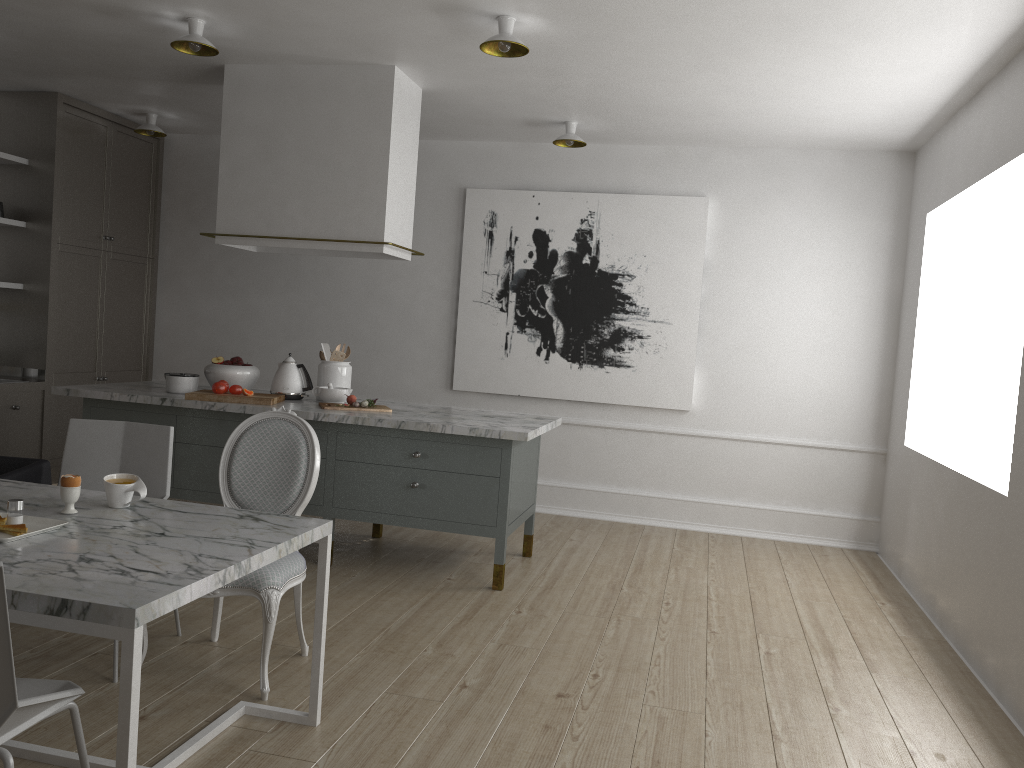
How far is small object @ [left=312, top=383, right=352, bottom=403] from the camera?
4.4m

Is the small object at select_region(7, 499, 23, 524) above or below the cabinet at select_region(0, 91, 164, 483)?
below

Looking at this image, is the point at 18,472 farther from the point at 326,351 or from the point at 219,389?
the point at 326,351

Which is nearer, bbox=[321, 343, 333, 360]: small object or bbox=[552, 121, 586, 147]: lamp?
bbox=[321, 343, 333, 360]: small object

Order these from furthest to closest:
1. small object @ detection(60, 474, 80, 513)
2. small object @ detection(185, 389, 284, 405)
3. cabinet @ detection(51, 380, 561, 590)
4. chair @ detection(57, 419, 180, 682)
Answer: small object @ detection(185, 389, 284, 405) < cabinet @ detection(51, 380, 561, 590) < chair @ detection(57, 419, 180, 682) < small object @ detection(60, 474, 80, 513)

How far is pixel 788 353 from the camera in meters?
5.4 m

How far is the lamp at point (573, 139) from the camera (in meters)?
5.02

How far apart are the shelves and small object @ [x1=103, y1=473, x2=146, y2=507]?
3.5m

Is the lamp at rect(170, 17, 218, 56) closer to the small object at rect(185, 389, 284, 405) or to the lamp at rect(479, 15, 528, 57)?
the lamp at rect(479, 15, 528, 57)

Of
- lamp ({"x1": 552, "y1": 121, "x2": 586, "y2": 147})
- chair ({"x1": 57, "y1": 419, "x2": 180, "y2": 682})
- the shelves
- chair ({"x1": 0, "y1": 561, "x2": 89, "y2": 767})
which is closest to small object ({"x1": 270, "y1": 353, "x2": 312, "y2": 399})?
chair ({"x1": 57, "y1": 419, "x2": 180, "y2": 682})
